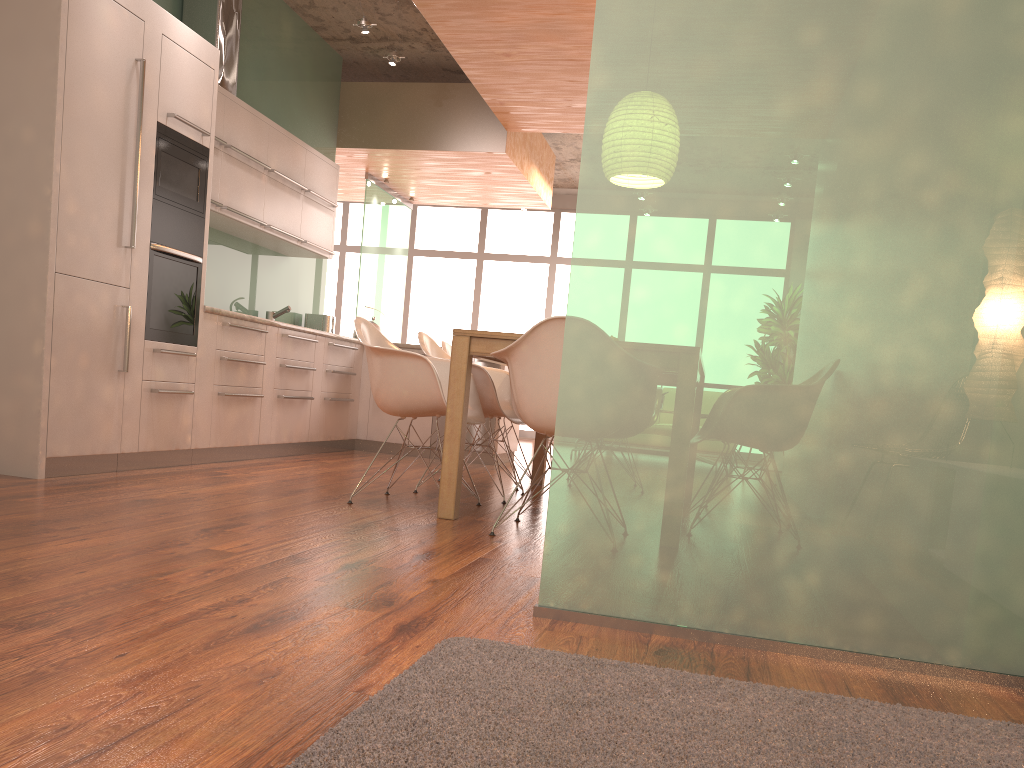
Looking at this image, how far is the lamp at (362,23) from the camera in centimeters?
621cm

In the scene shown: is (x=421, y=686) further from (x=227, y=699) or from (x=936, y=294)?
(x=936, y=294)

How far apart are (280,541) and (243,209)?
3.62m

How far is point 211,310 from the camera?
5.03m

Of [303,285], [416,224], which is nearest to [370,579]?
[303,285]

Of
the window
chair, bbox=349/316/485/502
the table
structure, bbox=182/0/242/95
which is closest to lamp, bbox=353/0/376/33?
structure, bbox=182/0/242/95

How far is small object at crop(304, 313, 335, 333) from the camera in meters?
7.6

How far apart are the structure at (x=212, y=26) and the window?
6.6 meters

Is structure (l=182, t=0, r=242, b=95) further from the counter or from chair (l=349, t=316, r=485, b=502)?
chair (l=349, t=316, r=485, b=502)

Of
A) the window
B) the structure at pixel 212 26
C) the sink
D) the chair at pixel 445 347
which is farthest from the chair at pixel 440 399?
the window
